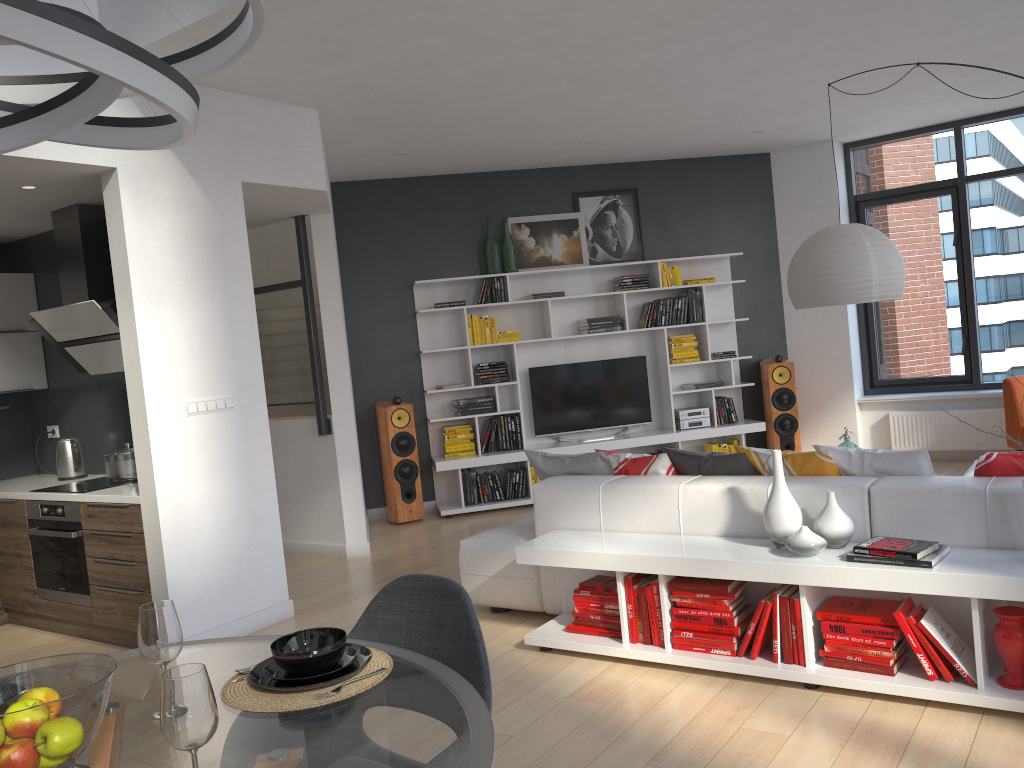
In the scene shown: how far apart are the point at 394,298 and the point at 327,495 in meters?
2.1

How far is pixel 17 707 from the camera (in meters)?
1.44

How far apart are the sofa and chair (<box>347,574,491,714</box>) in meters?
2.1 m

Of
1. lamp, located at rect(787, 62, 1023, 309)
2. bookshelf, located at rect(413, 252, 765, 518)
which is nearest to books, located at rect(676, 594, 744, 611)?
lamp, located at rect(787, 62, 1023, 309)

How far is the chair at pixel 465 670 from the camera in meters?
2.0

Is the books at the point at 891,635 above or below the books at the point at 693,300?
below

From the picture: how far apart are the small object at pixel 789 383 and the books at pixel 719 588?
4.6m

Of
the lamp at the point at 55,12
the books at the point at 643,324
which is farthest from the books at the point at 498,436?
the lamp at the point at 55,12

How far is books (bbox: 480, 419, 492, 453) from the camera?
7.79m

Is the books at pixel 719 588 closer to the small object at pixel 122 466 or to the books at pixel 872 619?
the books at pixel 872 619
